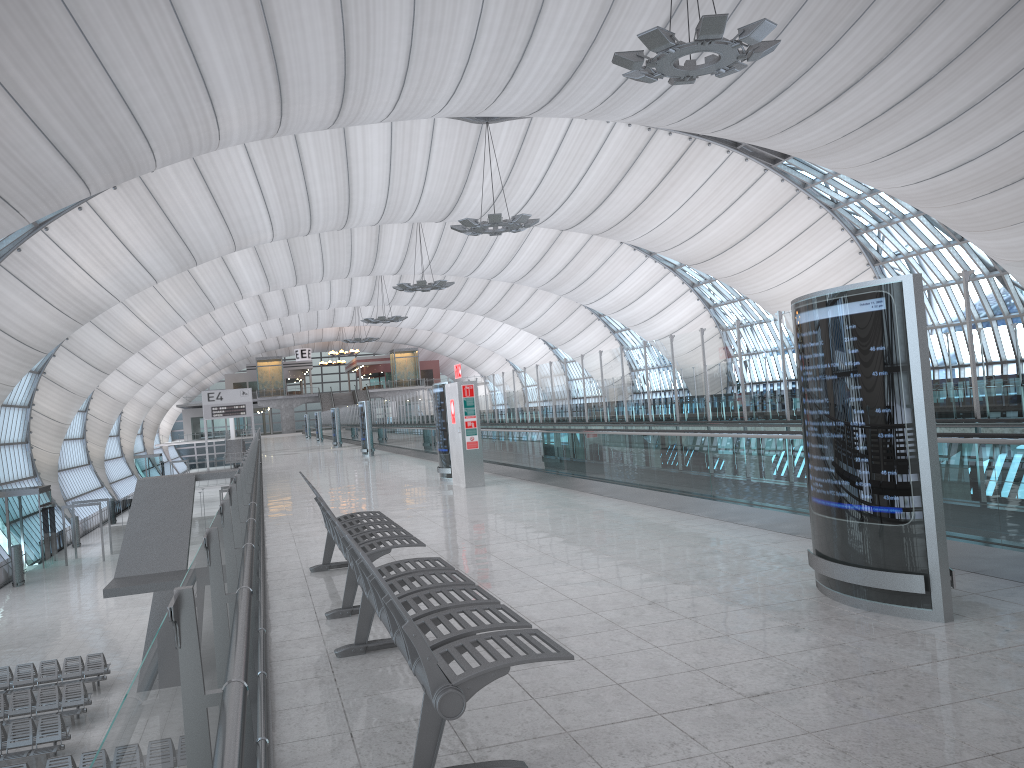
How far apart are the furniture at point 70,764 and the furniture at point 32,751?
1.9m

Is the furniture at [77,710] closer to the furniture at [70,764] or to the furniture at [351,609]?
the furniture at [70,764]

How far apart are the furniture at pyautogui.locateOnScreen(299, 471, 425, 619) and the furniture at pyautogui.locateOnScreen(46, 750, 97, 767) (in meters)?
10.58

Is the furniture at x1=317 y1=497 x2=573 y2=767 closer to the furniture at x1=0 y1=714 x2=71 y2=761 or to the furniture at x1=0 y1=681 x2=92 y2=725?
the furniture at x1=0 y1=714 x2=71 y2=761

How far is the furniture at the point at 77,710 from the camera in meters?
19.5

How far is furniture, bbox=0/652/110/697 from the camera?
21.87m

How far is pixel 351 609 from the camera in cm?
606

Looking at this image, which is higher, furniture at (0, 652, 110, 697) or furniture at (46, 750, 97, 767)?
furniture at (46, 750, 97, 767)

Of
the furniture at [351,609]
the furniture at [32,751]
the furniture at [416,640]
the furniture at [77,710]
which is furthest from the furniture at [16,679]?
the furniture at [416,640]

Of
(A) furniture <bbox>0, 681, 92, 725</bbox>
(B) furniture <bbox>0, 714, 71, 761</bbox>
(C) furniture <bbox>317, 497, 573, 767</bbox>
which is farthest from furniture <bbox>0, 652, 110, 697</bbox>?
(C) furniture <bbox>317, 497, 573, 767</bbox>
